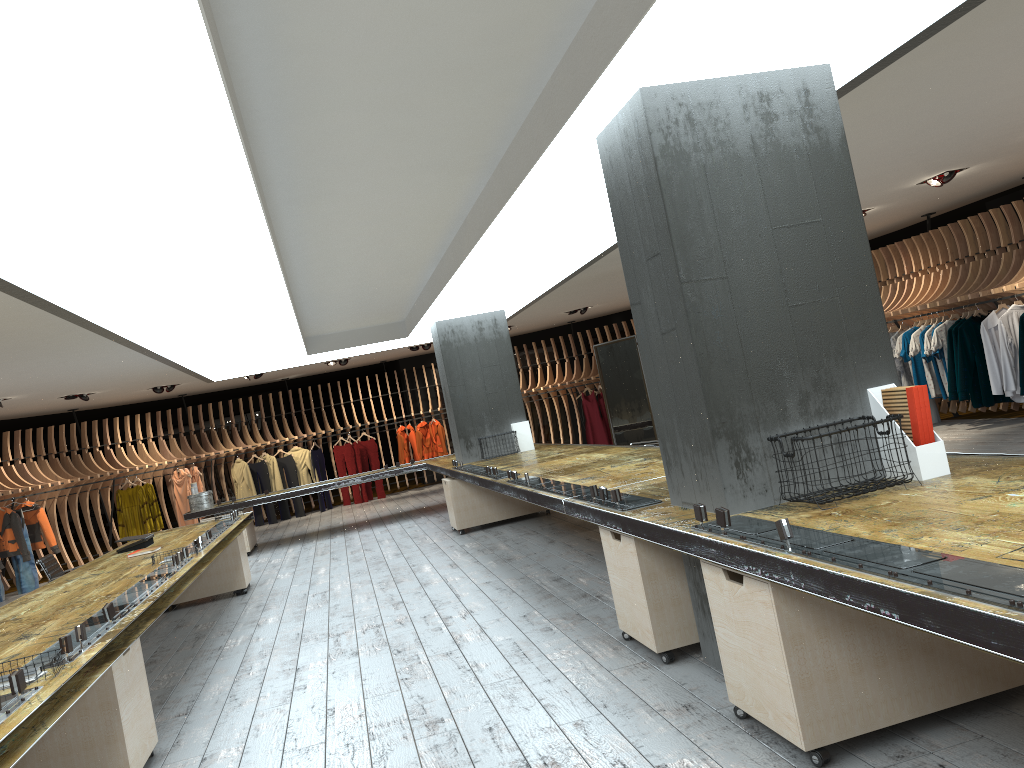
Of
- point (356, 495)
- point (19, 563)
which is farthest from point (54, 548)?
point (356, 495)

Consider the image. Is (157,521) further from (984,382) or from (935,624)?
(935,624)

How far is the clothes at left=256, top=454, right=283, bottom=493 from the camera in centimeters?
1690cm

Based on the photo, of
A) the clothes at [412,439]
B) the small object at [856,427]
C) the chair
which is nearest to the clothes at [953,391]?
the small object at [856,427]

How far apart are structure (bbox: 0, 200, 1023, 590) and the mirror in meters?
3.6

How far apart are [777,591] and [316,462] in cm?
1527

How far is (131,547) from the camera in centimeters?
775cm

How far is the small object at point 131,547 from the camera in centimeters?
775cm

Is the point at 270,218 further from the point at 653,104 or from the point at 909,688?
the point at 909,688

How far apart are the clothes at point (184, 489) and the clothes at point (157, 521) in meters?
0.7
